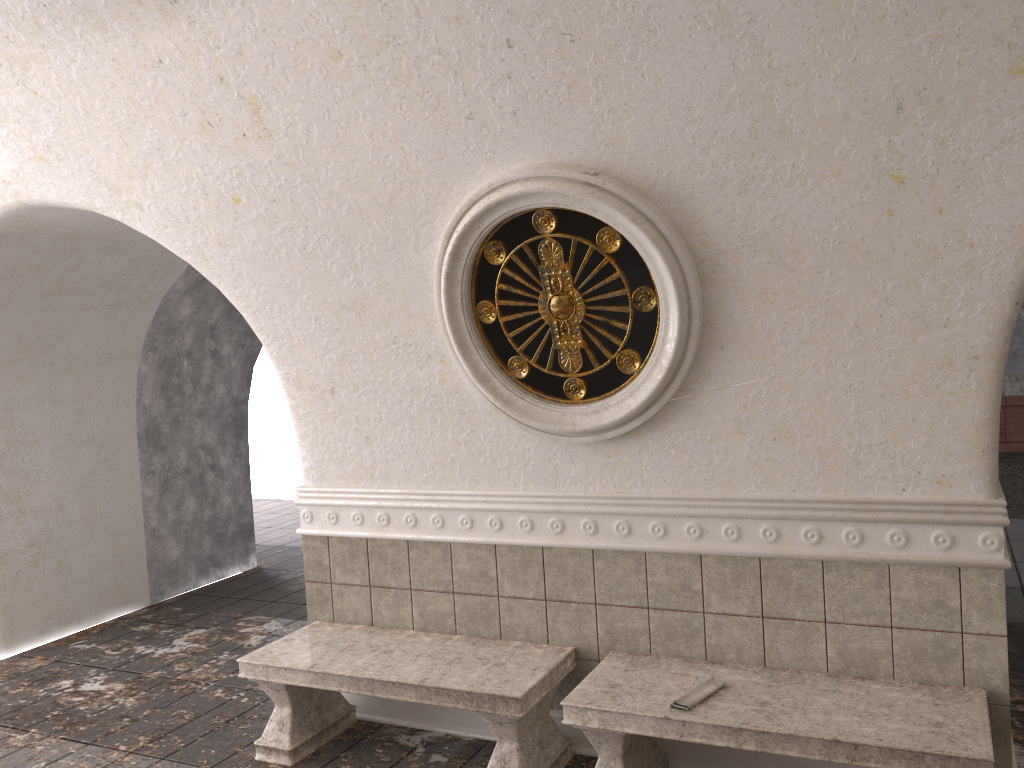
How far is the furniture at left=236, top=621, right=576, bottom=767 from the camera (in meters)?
3.73

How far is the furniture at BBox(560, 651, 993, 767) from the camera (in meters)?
3.01

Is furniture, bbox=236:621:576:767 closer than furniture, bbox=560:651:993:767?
No

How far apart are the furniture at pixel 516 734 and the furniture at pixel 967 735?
0.2m

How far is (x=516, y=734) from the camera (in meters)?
3.73

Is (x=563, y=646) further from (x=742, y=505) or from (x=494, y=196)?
(x=494, y=196)

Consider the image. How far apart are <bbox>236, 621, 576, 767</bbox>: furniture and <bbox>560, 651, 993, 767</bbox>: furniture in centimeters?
19cm
